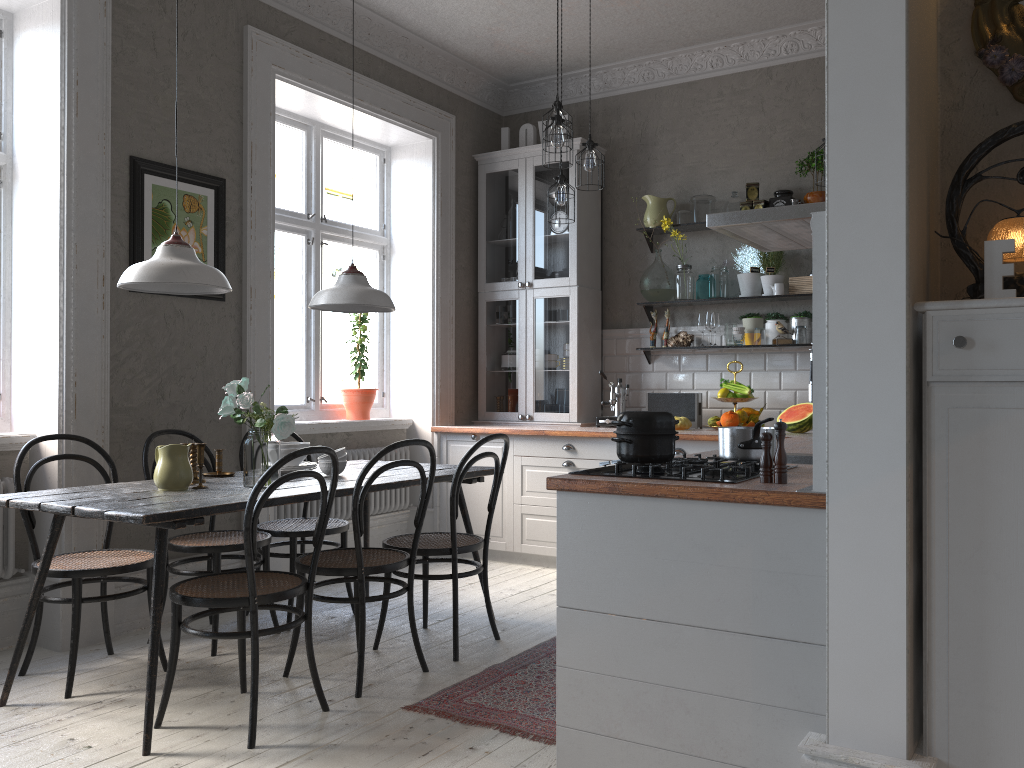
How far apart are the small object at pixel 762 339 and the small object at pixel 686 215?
0.9m

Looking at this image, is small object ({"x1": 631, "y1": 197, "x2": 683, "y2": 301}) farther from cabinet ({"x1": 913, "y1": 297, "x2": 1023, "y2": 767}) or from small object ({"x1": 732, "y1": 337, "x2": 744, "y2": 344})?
cabinet ({"x1": 913, "y1": 297, "x2": 1023, "y2": 767})

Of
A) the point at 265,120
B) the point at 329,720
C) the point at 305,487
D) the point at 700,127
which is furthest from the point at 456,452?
the point at 329,720

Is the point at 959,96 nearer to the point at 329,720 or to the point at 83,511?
the point at 329,720

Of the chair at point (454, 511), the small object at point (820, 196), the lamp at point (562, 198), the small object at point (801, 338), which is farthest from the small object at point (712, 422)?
the chair at point (454, 511)

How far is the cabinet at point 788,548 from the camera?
2.1m

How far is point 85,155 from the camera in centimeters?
387cm

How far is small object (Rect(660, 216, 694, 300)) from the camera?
5.6m

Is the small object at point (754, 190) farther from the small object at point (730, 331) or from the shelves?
the small object at point (730, 331)

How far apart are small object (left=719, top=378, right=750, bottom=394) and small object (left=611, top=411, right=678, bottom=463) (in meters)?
2.85
